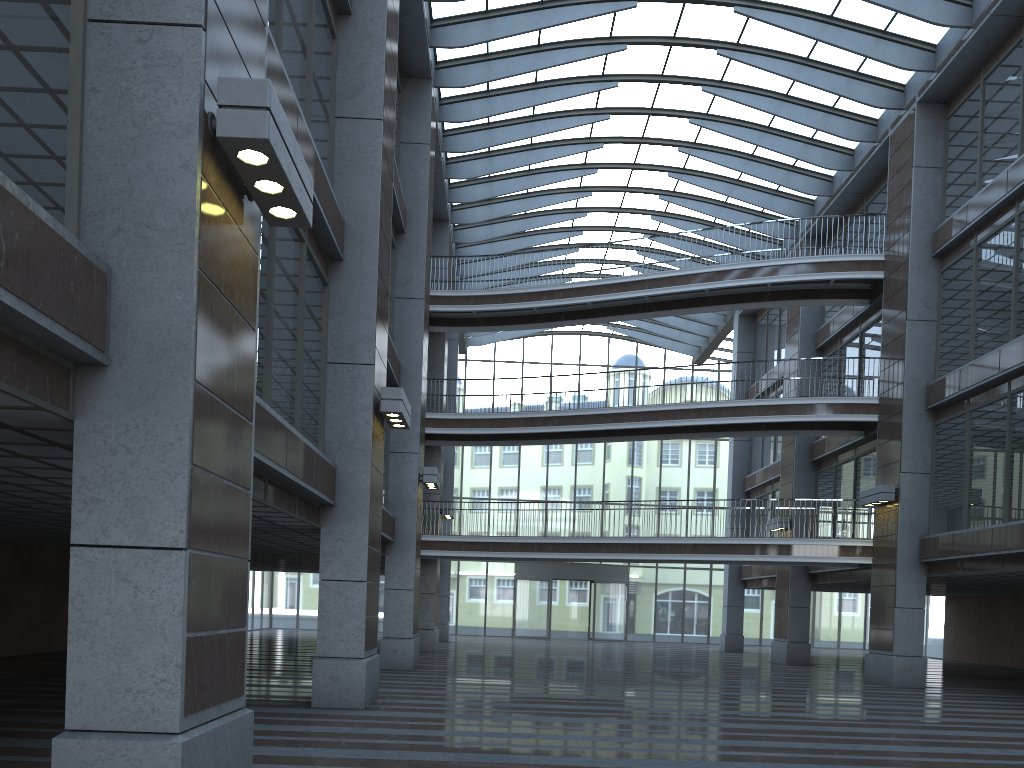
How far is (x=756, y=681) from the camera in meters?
19.5 m
